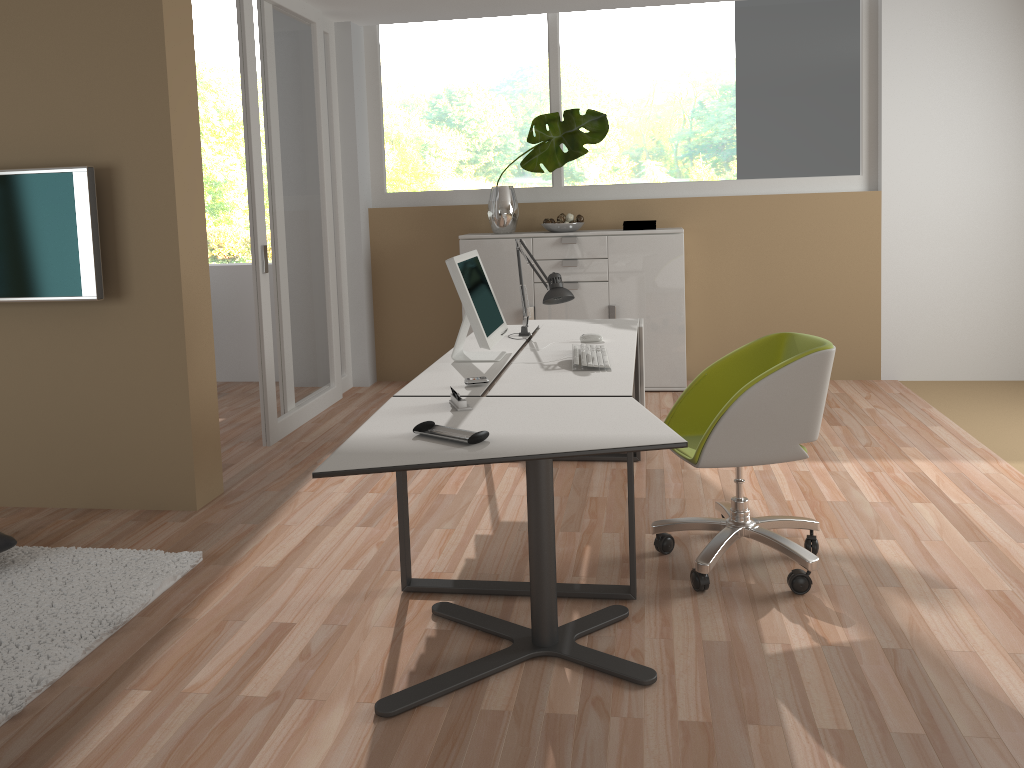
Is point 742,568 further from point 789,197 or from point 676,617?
point 789,197

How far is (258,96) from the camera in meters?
4.8

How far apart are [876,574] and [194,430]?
2.90m

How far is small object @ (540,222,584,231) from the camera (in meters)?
5.89

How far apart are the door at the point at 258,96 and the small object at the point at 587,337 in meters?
2.0 m

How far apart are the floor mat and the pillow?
0.1 meters

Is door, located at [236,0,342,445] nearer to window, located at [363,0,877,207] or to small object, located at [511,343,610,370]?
window, located at [363,0,877,207]

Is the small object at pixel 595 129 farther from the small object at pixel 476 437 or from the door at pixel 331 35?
the small object at pixel 476 437

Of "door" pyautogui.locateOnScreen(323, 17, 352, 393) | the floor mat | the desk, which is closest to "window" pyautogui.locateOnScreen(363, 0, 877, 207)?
"door" pyautogui.locateOnScreen(323, 17, 352, 393)

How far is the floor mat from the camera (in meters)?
2.65
